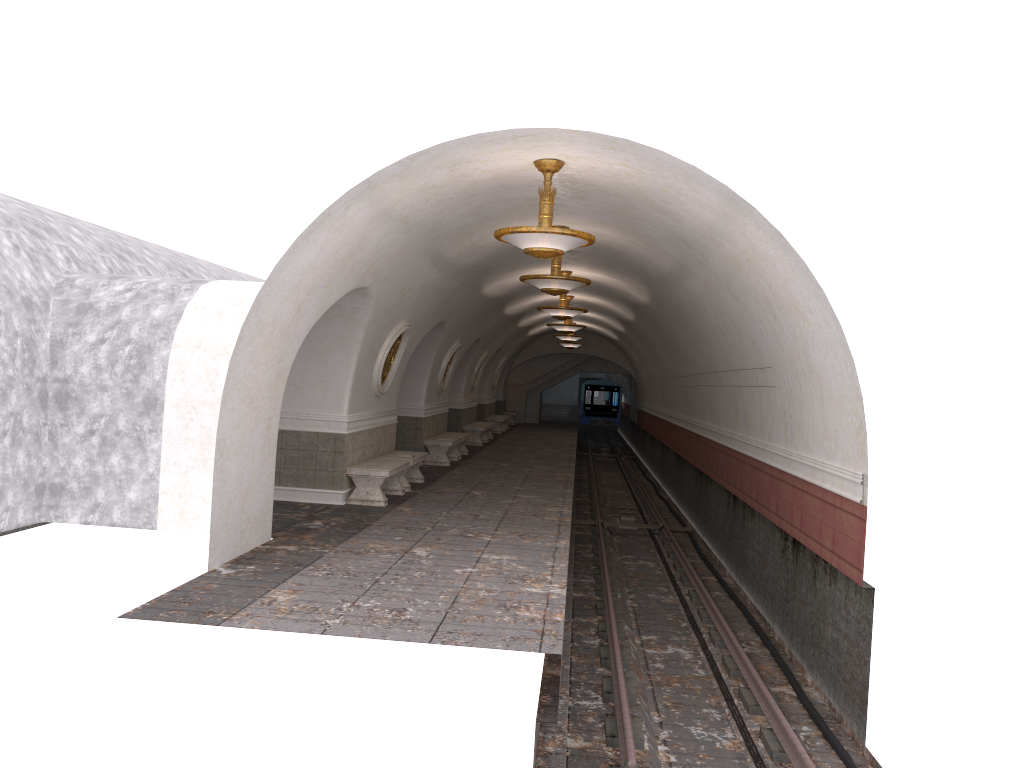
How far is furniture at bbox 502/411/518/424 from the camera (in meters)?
36.38

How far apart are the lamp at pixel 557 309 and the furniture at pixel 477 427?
7.65m

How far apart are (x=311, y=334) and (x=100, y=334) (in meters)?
2.83

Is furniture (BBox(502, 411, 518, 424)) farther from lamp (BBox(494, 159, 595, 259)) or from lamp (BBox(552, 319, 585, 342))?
lamp (BBox(494, 159, 595, 259))

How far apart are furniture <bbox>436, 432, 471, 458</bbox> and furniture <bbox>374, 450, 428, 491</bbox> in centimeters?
486cm

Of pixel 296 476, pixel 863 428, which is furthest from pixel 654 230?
pixel 296 476

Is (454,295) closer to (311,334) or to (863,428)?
(311,334)

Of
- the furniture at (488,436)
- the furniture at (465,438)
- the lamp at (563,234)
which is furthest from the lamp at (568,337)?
the lamp at (563,234)

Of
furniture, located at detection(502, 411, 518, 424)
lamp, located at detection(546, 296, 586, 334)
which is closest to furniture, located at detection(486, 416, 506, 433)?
furniture, located at detection(502, 411, 518, 424)

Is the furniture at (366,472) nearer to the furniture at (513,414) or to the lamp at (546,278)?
the lamp at (546,278)
